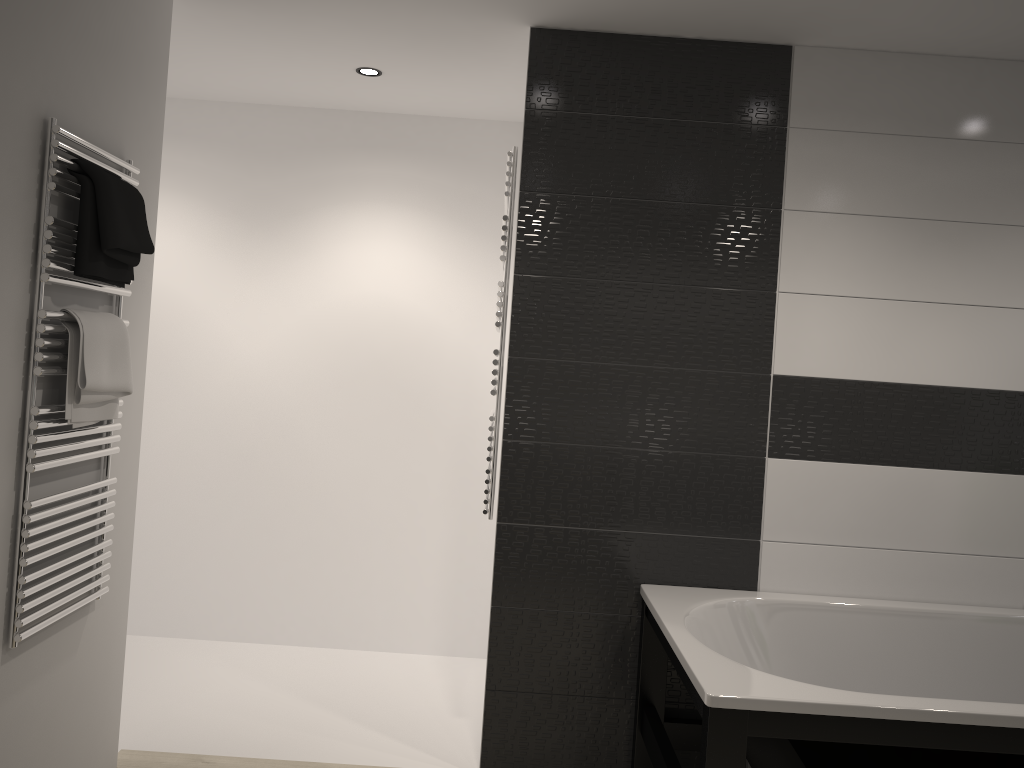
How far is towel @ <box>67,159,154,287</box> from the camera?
2.2m

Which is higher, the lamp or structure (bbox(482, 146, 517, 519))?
the lamp

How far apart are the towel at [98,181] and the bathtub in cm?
178

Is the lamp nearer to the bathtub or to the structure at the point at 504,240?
the structure at the point at 504,240

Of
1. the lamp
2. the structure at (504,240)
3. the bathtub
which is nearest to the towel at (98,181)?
the structure at (504,240)

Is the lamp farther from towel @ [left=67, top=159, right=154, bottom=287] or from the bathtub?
the bathtub

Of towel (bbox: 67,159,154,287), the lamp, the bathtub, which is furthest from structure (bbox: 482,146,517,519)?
towel (bbox: 67,159,154,287)

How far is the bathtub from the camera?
2.00m

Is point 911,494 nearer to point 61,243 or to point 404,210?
point 404,210

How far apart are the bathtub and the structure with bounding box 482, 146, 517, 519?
0.6m
